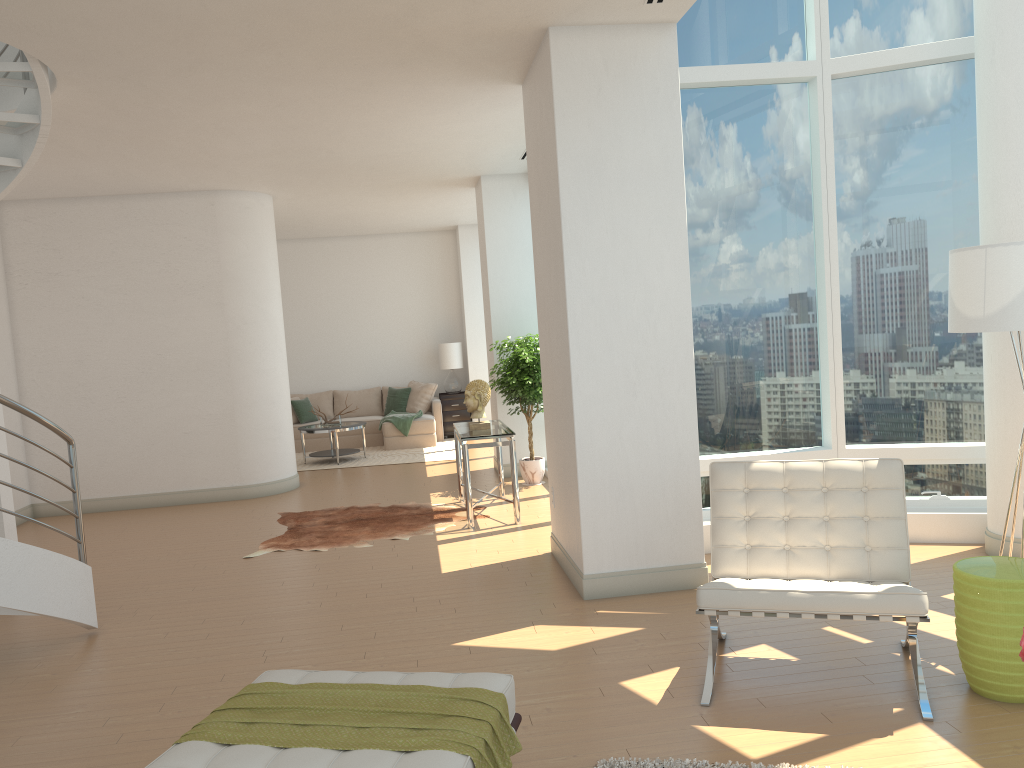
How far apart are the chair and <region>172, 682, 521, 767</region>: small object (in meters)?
1.20

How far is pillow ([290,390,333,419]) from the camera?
14.3 meters

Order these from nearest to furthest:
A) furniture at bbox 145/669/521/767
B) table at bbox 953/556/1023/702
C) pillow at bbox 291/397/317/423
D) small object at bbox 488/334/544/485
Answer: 1. furniture at bbox 145/669/521/767
2. table at bbox 953/556/1023/702
3. small object at bbox 488/334/544/485
4. pillow at bbox 291/397/317/423

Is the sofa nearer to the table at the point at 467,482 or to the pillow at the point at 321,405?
the pillow at the point at 321,405

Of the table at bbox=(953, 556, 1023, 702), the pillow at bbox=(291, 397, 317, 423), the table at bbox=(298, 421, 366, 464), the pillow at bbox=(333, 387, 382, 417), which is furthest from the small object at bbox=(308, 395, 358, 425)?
the table at bbox=(953, 556, 1023, 702)

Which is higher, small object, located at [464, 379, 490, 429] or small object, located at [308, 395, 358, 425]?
small object, located at [464, 379, 490, 429]

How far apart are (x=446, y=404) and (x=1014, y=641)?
11.12m

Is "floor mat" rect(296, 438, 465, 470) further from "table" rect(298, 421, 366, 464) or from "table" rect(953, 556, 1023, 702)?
"table" rect(953, 556, 1023, 702)

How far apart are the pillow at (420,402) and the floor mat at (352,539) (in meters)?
5.15

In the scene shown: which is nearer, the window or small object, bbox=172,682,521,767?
small object, bbox=172,682,521,767
